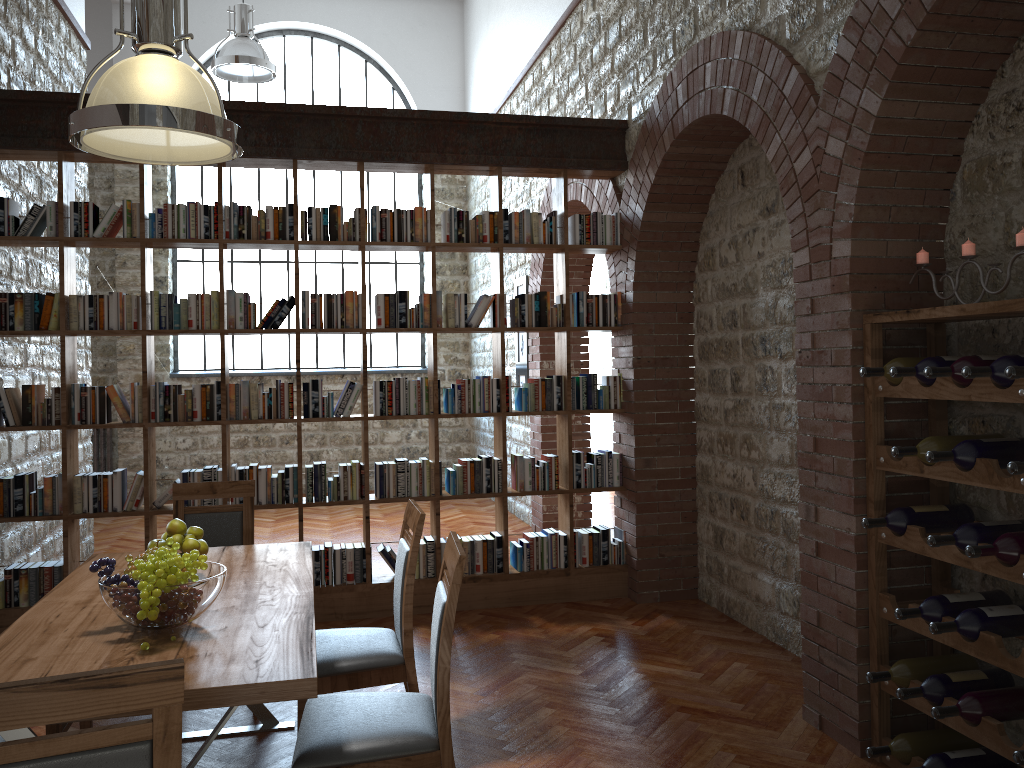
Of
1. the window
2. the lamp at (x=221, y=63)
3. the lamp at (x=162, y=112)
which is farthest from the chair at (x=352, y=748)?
the window

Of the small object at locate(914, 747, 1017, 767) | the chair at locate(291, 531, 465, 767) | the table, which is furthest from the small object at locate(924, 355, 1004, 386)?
the table

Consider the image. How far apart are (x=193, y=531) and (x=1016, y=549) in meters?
2.8

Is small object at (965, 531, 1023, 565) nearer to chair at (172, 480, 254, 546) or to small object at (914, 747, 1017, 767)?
small object at (914, 747, 1017, 767)

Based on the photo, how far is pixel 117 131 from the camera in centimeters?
305cm

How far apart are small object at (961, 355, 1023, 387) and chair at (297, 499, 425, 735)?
1.9m

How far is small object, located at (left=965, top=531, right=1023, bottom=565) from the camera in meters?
2.7

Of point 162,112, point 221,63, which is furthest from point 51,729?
point 221,63

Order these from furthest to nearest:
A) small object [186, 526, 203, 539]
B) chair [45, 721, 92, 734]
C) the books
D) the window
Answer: the window → the books → small object [186, 526, 203, 539] → chair [45, 721, 92, 734]

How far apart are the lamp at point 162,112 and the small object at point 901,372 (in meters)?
2.35
